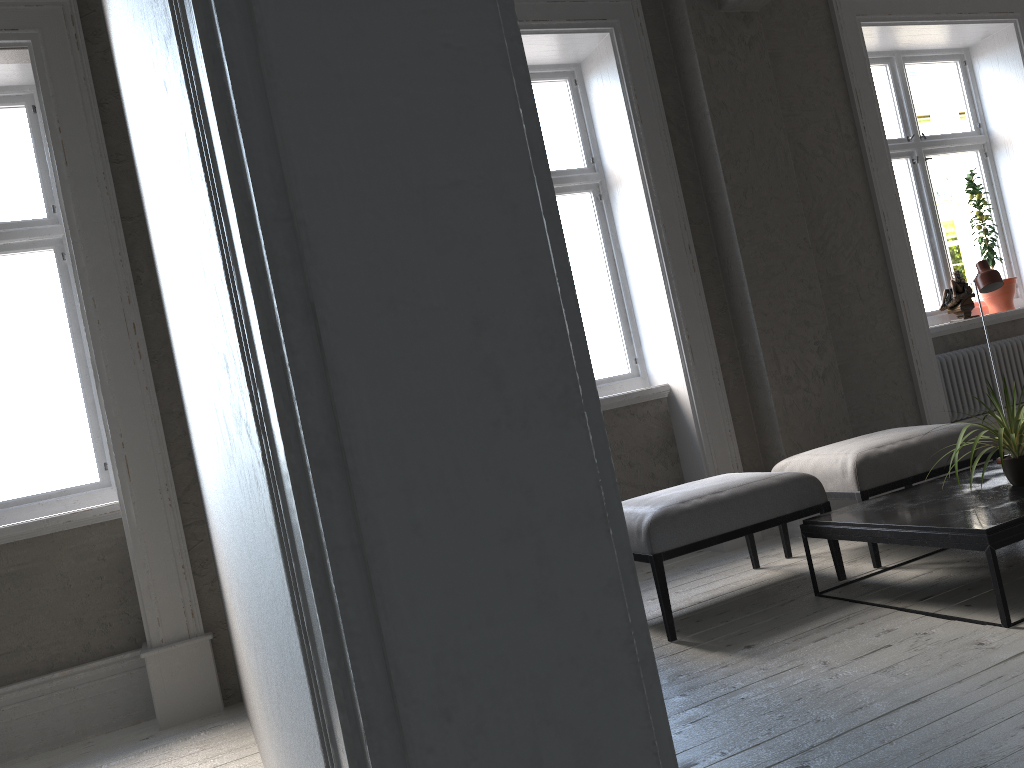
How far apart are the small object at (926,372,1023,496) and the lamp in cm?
58

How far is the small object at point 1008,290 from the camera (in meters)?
5.72

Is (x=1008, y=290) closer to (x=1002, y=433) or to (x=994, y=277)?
(x=994, y=277)

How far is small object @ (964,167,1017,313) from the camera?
5.72m

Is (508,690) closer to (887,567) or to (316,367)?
(316,367)

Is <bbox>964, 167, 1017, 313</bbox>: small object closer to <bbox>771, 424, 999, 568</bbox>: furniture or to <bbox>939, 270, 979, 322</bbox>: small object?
<bbox>939, 270, 979, 322</bbox>: small object

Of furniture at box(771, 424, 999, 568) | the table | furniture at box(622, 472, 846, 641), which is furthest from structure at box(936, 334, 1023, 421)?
furniture at box(622, 472, 846, 641)

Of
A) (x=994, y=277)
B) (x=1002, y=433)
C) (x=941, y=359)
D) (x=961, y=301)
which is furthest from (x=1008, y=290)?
(x=1002, y=433)

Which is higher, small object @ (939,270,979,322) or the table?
small object @ (939,270,979,322)

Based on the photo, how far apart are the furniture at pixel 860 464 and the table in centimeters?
11cm
